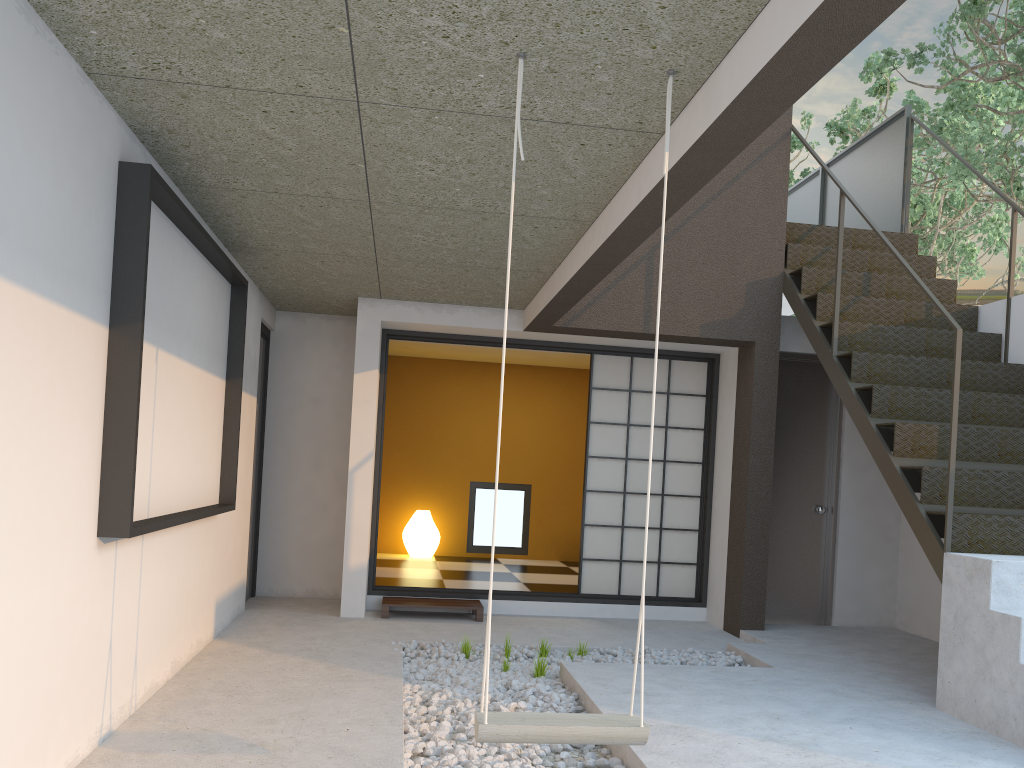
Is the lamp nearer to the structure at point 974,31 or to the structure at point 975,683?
the structure at point 975,683

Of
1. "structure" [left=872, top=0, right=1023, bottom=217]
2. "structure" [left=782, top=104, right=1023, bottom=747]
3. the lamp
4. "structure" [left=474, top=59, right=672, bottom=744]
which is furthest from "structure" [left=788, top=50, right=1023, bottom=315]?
"structure" [left=474, top=59, right=672, bottom=744]

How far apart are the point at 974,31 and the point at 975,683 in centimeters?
506cm

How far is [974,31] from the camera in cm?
662

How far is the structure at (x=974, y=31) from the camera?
6.6m

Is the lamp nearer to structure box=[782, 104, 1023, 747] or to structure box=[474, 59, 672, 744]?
structure box=[782, 104, 1023, 747]

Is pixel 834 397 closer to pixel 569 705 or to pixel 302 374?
pixel 569 705

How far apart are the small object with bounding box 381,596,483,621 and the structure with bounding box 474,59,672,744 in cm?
371

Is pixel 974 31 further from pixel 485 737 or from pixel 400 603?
pixel 485 737

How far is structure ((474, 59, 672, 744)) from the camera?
2.3m
